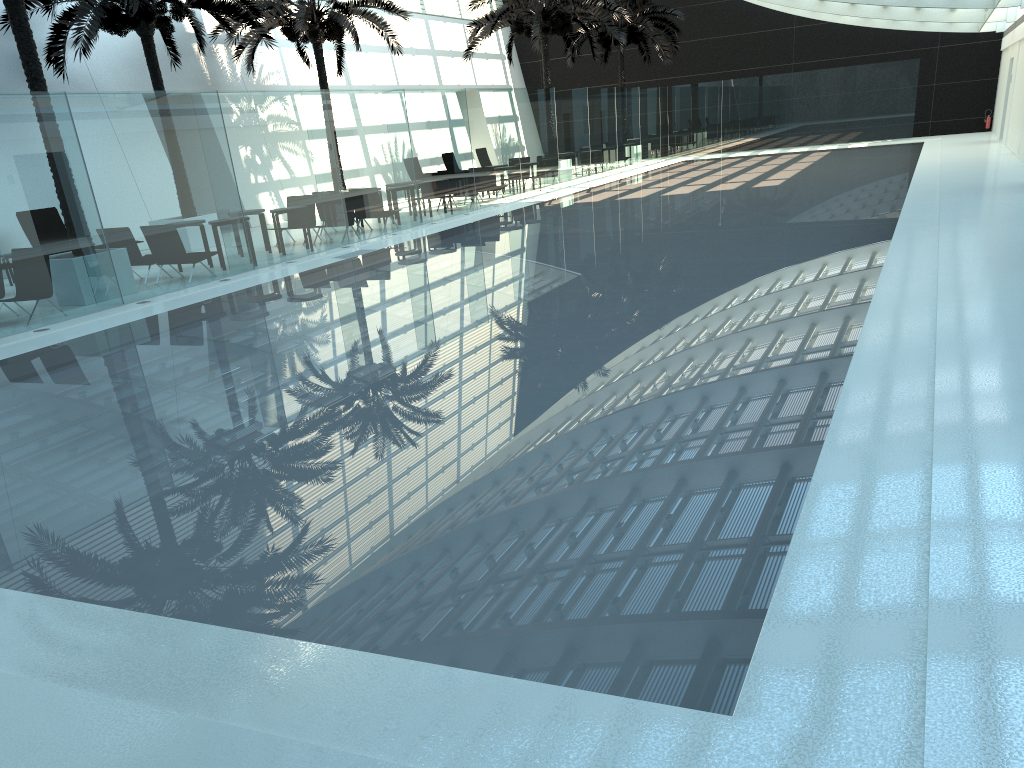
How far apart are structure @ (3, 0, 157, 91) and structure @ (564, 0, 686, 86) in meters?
23.4

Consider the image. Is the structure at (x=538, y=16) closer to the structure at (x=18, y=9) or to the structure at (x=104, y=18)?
the structure at (x=104, y=18)

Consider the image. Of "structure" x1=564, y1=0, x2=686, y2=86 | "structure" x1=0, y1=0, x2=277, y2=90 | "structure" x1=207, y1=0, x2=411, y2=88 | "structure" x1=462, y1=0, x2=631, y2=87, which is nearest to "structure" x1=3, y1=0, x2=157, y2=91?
"structure" x1=0, y1=0, x2=277, y2=90

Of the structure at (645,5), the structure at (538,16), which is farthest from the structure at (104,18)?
the structure at (645,5)

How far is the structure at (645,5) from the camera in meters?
34.0

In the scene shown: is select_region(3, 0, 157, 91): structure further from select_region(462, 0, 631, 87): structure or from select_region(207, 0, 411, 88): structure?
select_region(462, 0, 631, 87): structure

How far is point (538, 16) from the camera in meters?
27.0 m

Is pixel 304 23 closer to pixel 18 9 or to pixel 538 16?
pixel 538 16

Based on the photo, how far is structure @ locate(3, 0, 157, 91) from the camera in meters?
12.1

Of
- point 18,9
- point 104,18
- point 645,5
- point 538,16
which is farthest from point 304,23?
point 645,5
